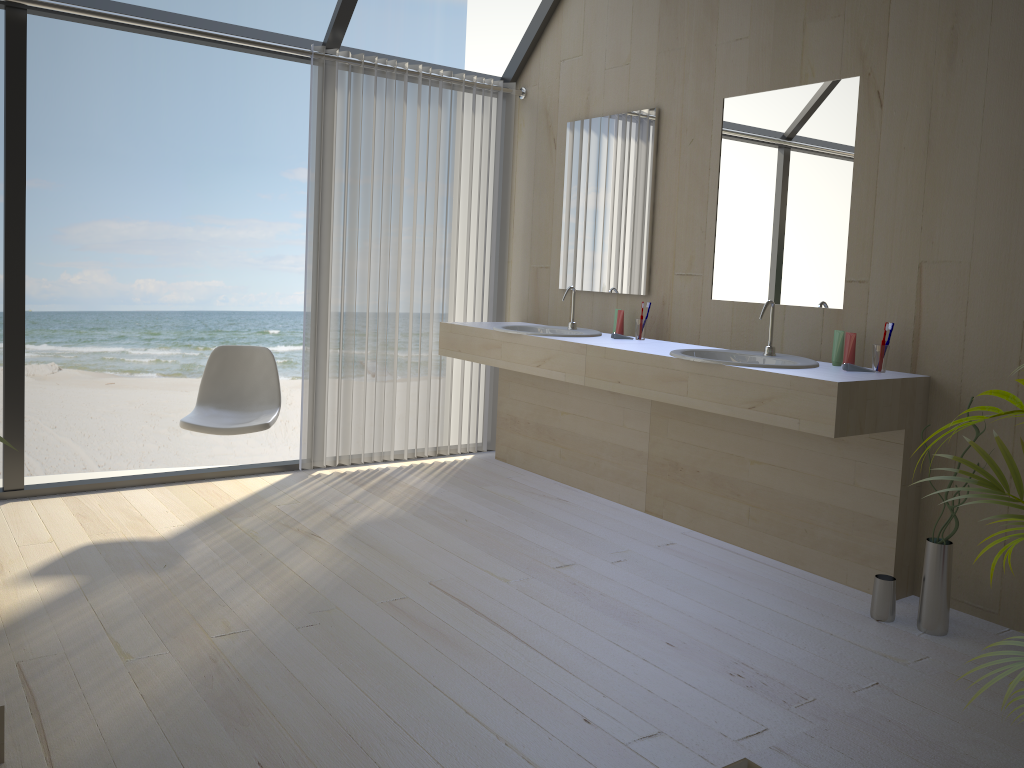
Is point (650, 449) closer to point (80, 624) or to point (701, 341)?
point (701, 341)

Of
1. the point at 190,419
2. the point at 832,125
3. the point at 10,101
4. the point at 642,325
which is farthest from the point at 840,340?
the point at 10,101

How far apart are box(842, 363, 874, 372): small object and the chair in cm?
226

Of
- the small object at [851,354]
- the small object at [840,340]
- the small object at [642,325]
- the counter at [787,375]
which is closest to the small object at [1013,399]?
the counter at [787,375]

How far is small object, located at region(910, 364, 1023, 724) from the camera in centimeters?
146cm

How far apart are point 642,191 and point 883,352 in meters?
1.5

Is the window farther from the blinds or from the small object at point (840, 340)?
the small object at point (840, 340)

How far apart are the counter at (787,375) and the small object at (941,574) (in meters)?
0.14

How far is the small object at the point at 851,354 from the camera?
3.1 meters

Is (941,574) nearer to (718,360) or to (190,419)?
(718,360)
